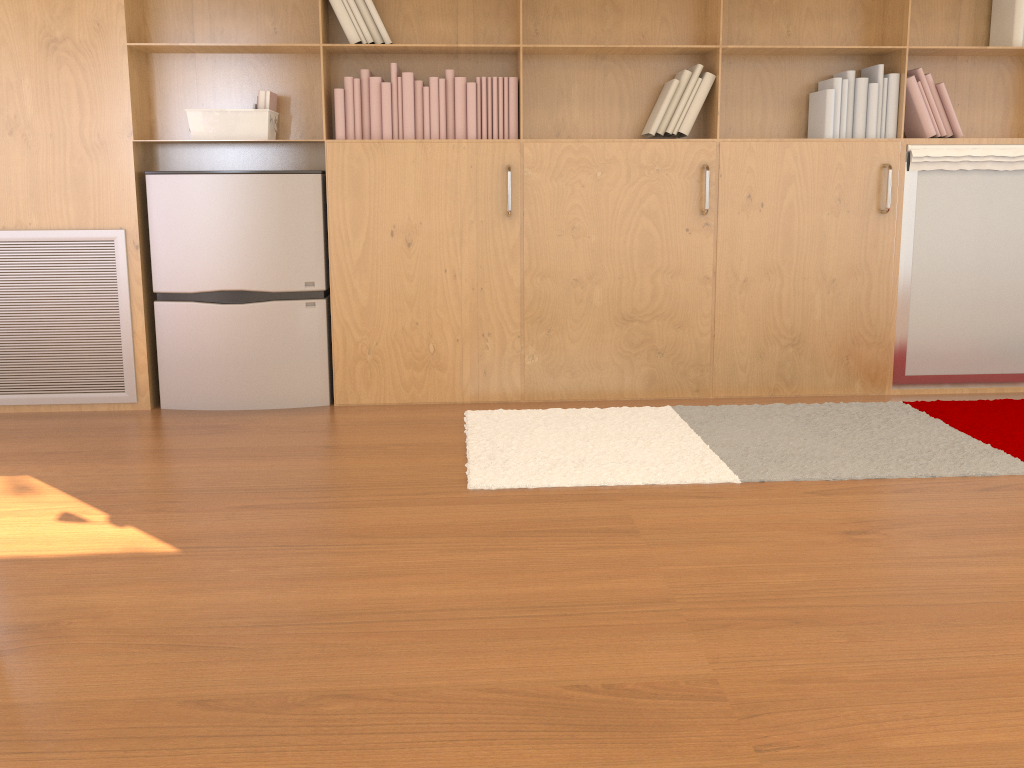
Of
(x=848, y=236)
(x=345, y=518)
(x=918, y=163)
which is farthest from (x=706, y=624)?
(x=918, y=163)

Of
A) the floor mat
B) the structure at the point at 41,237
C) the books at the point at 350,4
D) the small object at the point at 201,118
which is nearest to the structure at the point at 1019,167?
the floor mat

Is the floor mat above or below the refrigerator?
below

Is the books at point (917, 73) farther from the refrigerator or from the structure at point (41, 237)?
the structure at point (41, 237)

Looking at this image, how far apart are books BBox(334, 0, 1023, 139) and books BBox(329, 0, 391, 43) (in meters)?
0.10

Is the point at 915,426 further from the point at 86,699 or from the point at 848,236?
the point at 86,699

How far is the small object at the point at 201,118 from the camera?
3.5 meters

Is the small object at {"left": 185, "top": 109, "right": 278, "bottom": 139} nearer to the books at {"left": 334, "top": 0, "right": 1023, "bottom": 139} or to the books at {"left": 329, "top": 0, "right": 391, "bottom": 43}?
the books at {"left": 334, "top": 0, "right": 1023, "bottom": 139}

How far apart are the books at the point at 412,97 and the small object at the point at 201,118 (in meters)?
0.27

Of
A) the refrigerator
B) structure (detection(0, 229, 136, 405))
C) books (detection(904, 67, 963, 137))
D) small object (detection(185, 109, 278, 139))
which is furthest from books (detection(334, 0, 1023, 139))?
structure (detection(0, 229, 136, 405))
